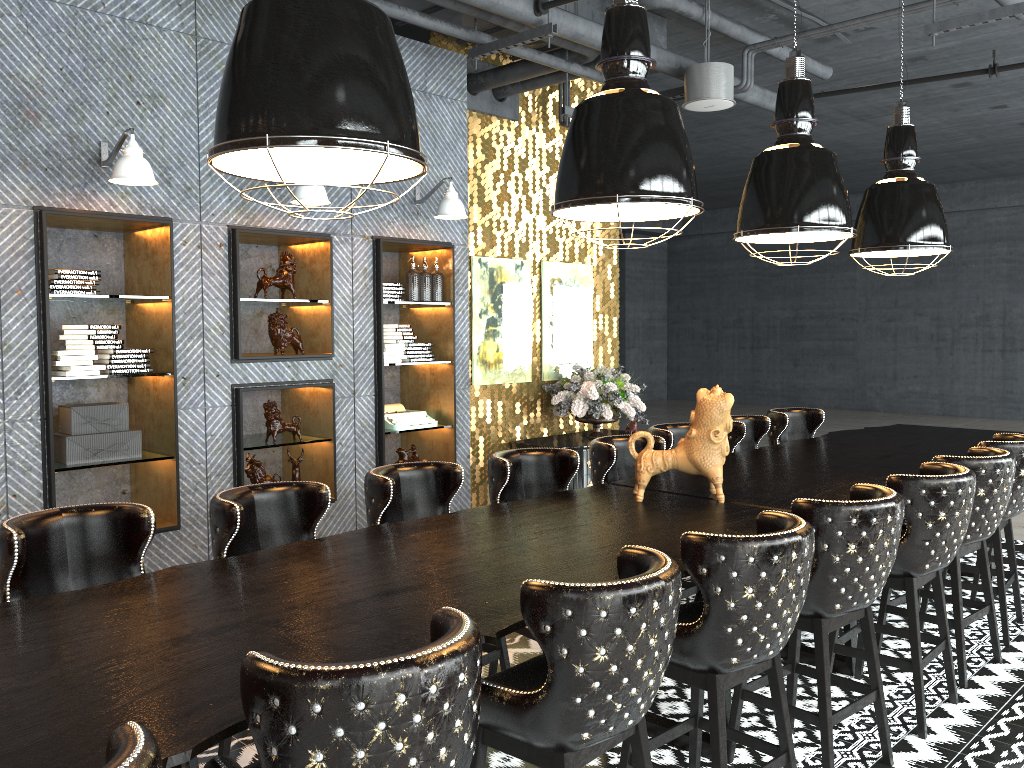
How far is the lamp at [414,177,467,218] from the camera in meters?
6.2

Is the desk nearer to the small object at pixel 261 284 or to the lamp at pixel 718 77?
the lamp at pixel 718 77

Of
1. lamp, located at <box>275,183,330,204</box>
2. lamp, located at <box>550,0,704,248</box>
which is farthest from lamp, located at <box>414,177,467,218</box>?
lamp, located at <box>550,0,704,248</box>

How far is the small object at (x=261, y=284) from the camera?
5.7 meters

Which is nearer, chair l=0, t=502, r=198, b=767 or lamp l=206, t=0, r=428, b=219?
lamp l=206, t=0, r=428, b=219

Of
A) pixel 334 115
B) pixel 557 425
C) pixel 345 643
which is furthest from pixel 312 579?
pixel 557 425

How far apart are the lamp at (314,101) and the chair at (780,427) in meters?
4.3 m

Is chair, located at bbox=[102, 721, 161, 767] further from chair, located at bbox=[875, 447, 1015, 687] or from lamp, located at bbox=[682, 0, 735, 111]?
lamp, located at bbox=[682, 0, 735, 111]

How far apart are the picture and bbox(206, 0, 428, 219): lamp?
4.5m

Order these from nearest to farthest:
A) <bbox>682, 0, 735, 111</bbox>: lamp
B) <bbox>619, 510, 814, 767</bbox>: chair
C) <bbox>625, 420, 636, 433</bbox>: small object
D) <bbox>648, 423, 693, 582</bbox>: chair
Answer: <bbox>619, 510, 814, 767</bbox>: chair
<bbox>648, 423, 693, 582</bbox>: chair
<bbox>682, 0, 735, 111</bbox>: lamp
<bbox>625, 420, 636, 433</bbox>: small object
